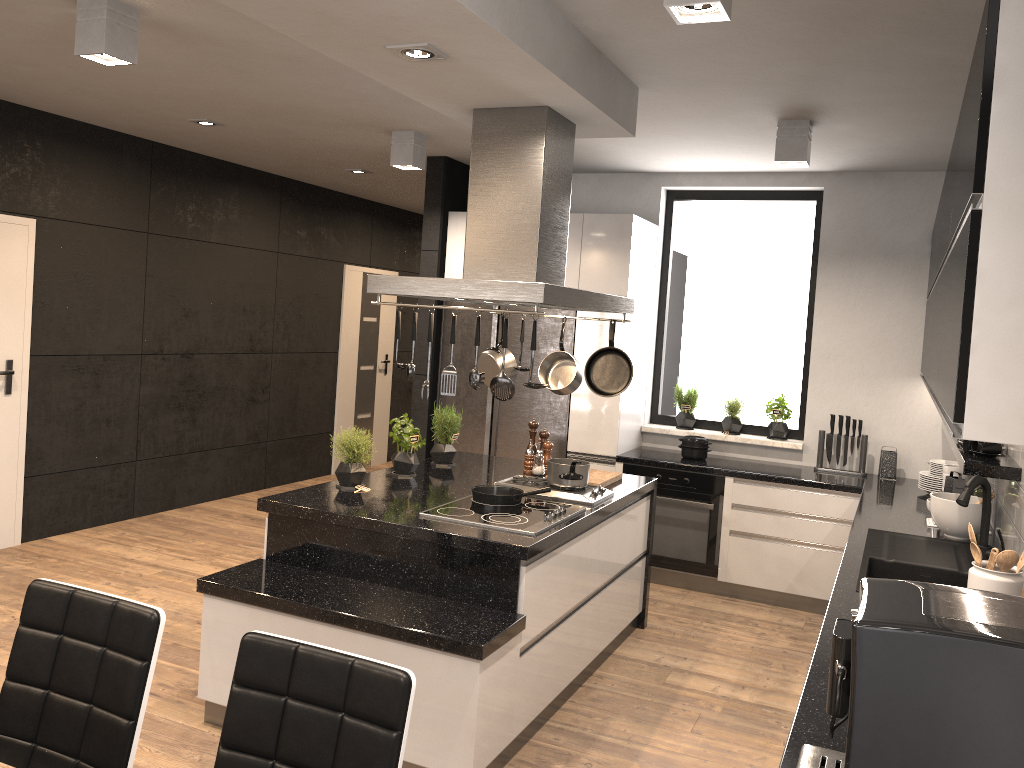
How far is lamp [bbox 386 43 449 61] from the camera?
2.9m

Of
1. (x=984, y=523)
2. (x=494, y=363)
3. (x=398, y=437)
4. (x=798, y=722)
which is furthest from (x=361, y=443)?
(x=984, y=523)

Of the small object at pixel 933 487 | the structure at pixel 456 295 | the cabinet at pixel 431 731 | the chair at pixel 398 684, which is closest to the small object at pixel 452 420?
the cabinet at pixel 431 731

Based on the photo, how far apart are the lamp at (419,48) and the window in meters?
3.6

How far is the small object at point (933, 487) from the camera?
5.0 meters

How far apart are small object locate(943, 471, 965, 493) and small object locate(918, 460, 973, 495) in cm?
30

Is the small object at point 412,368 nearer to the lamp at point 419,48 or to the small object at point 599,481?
the lamp at point 419,48

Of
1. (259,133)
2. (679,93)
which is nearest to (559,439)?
(679,93)

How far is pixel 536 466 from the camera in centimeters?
467cm

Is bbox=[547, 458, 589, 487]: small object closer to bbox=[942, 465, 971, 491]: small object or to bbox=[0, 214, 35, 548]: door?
bbox=[942, 465, 971, 491]: small object
